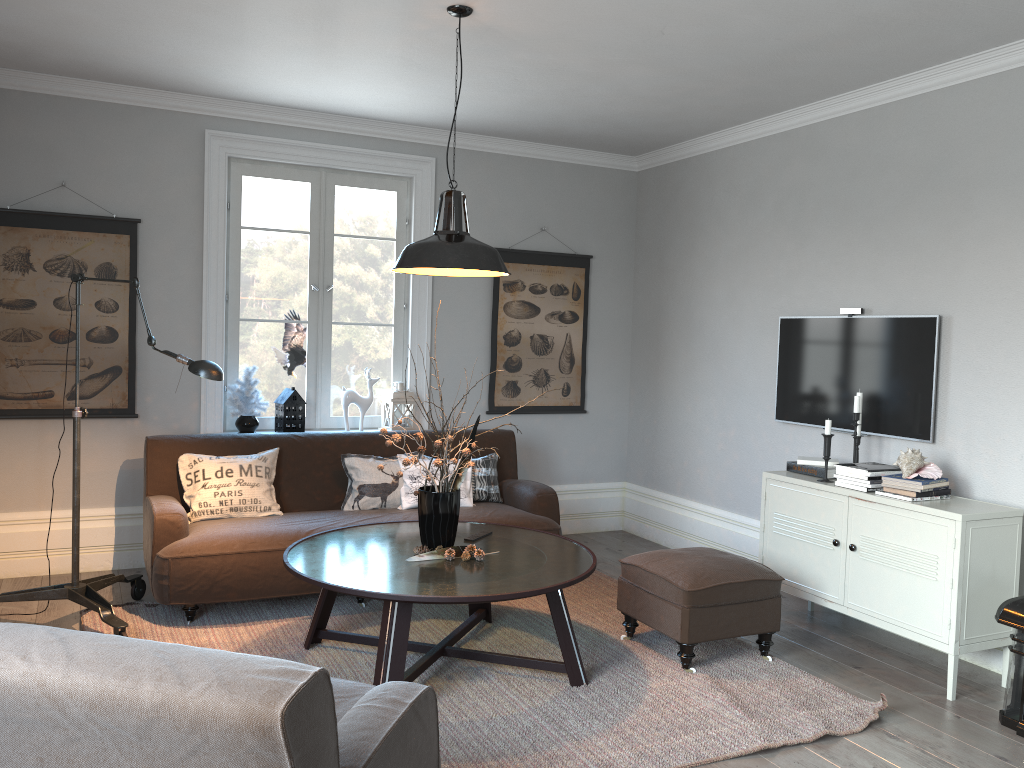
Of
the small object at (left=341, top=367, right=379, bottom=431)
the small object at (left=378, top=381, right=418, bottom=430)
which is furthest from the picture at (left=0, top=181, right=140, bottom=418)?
the small object at (left=378, top=381, right=418, bottom=430)

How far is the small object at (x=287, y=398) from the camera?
5.3m

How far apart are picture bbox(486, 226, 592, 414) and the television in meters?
1.6 m

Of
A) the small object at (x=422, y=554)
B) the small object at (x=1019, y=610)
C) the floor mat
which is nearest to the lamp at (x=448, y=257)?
the small object at (x=422, y=554)

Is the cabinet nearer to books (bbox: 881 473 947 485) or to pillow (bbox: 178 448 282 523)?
books (bbox: 881 473 947 485)

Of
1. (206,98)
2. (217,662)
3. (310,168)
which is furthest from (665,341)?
(217,662)

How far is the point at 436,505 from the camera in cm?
365

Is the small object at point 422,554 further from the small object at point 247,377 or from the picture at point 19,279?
the picture at point 19,279

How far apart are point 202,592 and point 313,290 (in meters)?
2.16

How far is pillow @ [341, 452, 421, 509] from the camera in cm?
487
